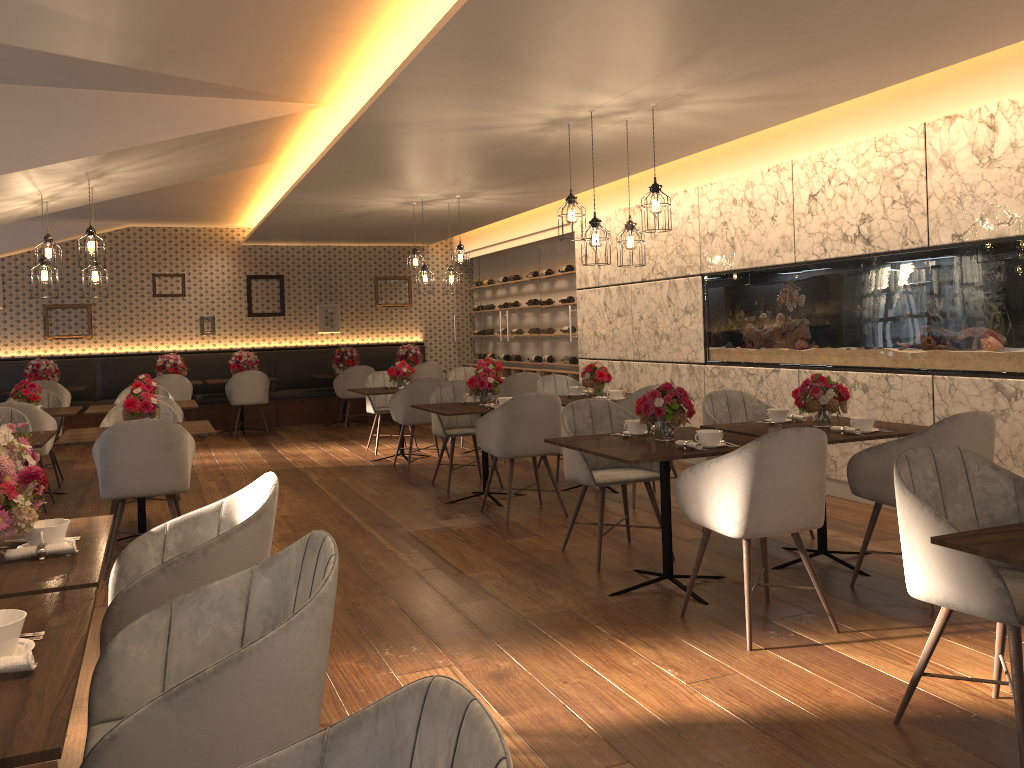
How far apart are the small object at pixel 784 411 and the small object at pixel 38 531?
3.68m

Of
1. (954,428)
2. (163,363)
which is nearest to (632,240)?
(954,428)

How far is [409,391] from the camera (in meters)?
8.19

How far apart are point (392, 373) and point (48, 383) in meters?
4.5 m

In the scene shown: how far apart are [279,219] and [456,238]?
4.3m

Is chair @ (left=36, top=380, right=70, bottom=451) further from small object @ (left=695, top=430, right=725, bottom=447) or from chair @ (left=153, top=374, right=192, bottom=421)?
small object @ (left=695, top=430, right=725, bottom=447)

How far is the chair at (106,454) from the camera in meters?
4.9

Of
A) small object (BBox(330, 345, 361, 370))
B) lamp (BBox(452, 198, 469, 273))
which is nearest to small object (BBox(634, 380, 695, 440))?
lamp (BBox(452, 198, 469, 273))

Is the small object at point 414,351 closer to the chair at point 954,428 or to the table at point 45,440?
the table at point 45,440

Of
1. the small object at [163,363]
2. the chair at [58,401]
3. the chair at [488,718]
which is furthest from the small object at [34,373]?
the chair at [488,718]
